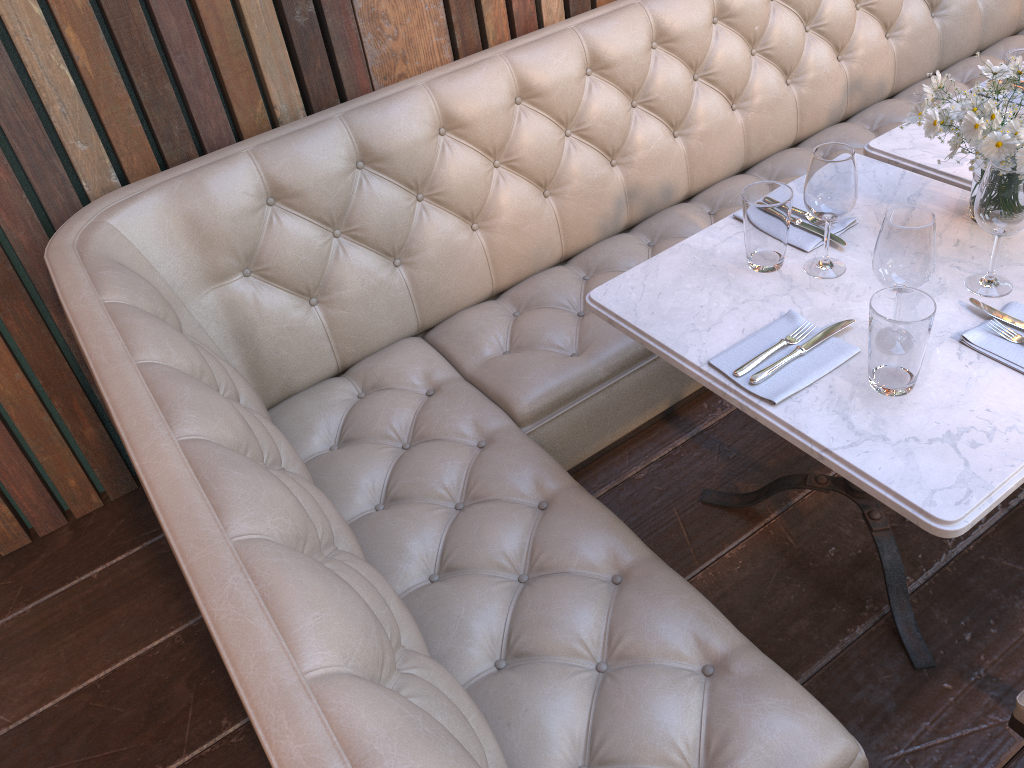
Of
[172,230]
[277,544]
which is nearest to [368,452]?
[172,230]

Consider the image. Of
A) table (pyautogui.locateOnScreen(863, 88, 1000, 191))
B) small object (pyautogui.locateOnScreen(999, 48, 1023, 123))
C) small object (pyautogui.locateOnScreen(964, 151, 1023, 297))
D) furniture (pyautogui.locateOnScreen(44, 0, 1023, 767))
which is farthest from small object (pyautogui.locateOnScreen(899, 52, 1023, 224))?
furniture (pyautogui.locateOnScreen(44, 0, 1023, 767))

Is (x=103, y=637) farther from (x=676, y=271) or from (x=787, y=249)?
(x=787, y=249)

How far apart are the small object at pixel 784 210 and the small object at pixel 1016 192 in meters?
0.3

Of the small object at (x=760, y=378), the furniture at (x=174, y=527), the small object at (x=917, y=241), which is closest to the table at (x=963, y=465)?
the small object at (x=760, y=378)

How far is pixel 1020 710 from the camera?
1.30m

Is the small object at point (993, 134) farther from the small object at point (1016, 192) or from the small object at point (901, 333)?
the small object at point (901, 333)

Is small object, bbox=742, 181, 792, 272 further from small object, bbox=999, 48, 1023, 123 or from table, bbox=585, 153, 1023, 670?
small object, bbox=999, 48, 1023, 123

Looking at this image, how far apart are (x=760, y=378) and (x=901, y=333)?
0.23m

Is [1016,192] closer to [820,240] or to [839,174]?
[839,174]
